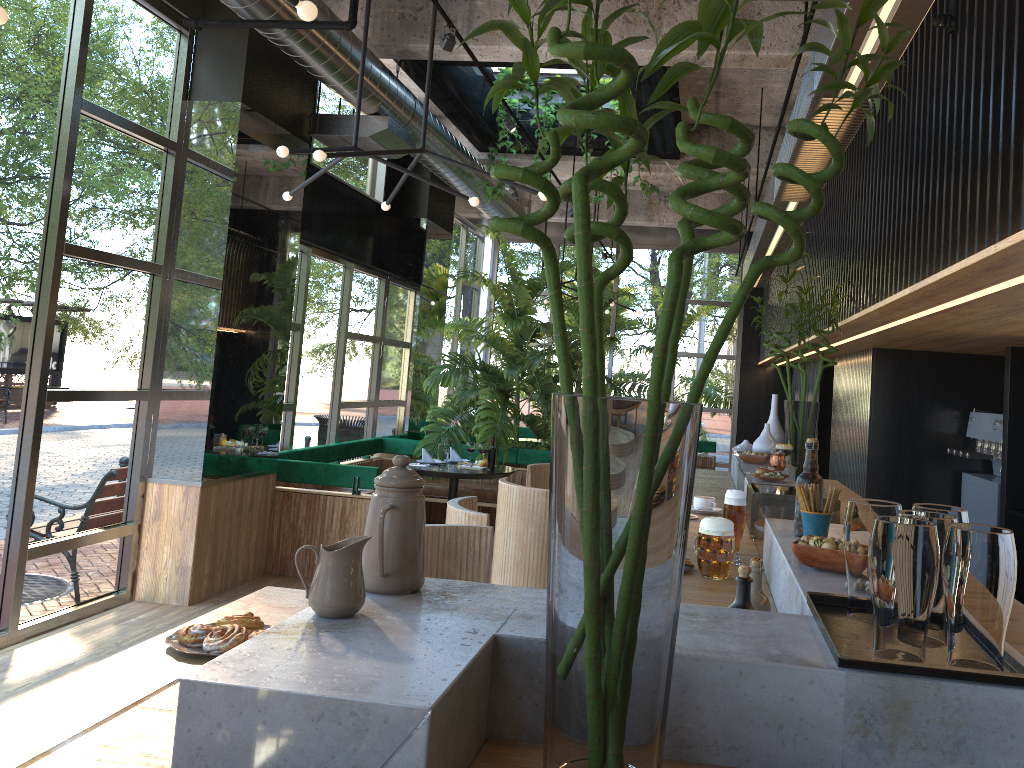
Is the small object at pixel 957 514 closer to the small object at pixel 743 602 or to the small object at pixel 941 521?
the small object at pixel 941 521

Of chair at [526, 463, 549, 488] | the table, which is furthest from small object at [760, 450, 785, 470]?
the table

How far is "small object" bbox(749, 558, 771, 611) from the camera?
1.8 meters

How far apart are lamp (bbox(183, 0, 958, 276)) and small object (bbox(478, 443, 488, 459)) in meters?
1.9 m

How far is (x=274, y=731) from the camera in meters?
0.9

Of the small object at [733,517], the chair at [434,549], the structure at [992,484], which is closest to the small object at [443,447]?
the structure at [992,484]

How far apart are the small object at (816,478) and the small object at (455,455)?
A: 6.28m

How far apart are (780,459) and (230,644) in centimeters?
341cm

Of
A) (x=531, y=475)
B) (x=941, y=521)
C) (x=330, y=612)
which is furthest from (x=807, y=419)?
(x=330, y=612)

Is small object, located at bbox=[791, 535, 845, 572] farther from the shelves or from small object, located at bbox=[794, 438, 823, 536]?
the shelves
